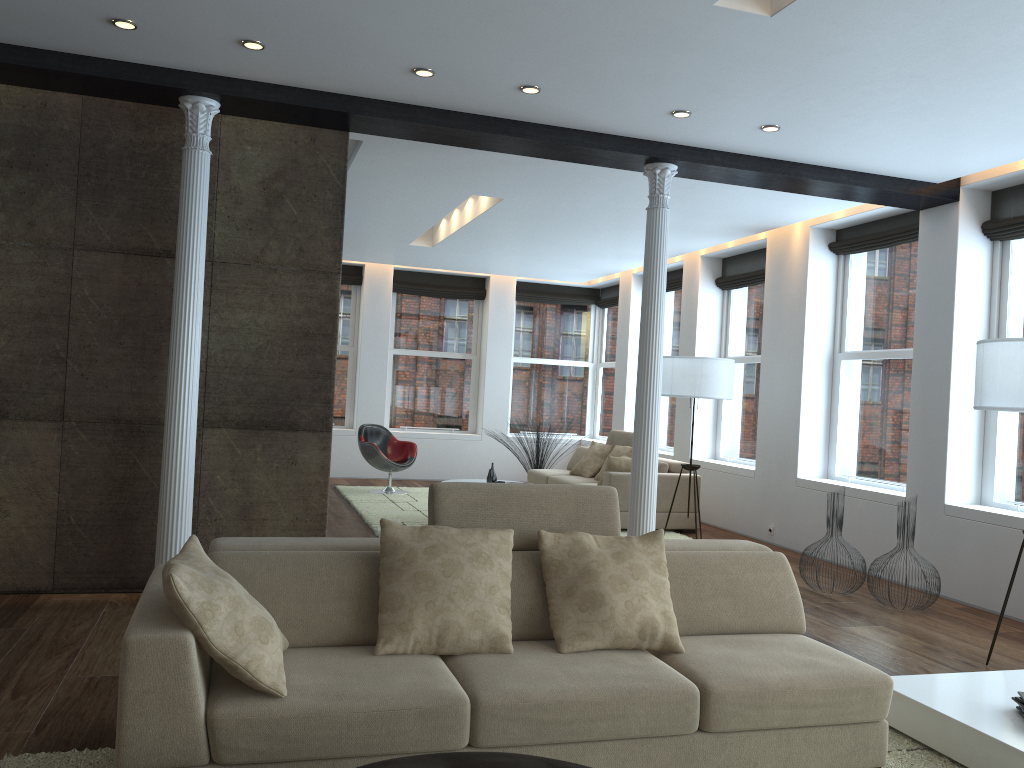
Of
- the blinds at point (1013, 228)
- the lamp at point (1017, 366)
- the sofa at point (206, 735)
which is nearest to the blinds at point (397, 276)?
the blinds at point (1013, 228)

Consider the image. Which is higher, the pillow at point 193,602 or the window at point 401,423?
the window at point 401,423

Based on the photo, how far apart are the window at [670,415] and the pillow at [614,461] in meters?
2.6

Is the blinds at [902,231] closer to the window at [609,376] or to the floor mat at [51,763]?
the floor mat at [51,763]

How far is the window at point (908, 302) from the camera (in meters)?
7.45

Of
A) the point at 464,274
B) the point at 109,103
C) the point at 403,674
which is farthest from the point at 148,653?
the point at 464,274

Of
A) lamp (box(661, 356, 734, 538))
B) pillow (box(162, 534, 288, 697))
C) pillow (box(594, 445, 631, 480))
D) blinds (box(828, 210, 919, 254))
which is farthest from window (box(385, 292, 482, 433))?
pillow (box(162, 534, 288, 697))

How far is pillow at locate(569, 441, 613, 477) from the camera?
10.1 meters

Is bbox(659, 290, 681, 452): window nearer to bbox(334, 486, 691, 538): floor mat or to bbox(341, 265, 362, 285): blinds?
bbox(334, 486, 691, 538): floor mat

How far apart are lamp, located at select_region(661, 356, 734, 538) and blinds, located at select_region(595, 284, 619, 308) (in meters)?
4.91
